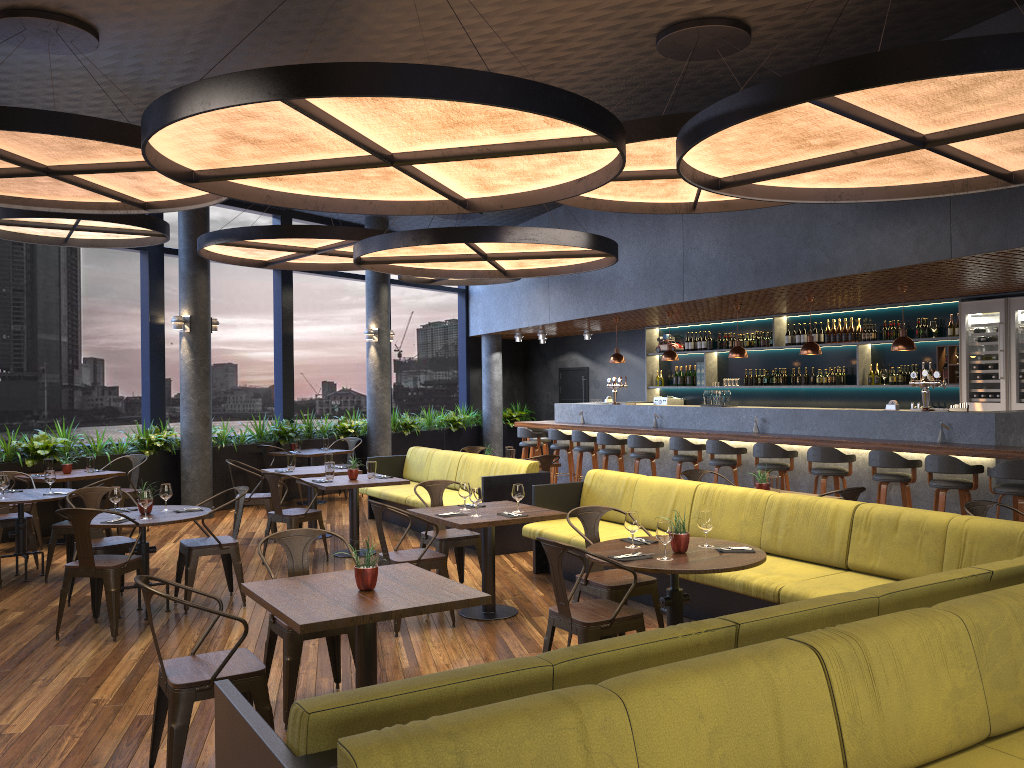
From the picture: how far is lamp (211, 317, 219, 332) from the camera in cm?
1197

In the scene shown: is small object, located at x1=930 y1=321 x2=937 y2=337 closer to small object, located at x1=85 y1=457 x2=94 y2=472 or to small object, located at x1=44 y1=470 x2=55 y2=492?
small object, located at x1=44 y1=470 x2=55 y2=492

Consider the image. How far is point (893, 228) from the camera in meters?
7.7

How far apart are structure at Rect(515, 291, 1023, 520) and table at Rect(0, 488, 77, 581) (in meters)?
7.13

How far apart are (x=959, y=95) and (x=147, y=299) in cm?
1034

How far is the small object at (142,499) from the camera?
6.5m

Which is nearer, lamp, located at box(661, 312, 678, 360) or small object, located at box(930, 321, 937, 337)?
small object, located at box(930, 321, 937, 337)

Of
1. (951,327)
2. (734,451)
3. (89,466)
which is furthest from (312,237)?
(951,327)

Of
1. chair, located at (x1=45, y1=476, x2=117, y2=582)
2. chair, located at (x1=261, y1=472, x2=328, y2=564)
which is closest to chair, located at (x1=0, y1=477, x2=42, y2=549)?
chair, located at (x1=45, y1=476, x2=117, y2=582)

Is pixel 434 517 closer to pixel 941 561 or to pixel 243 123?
pixel 243 123
